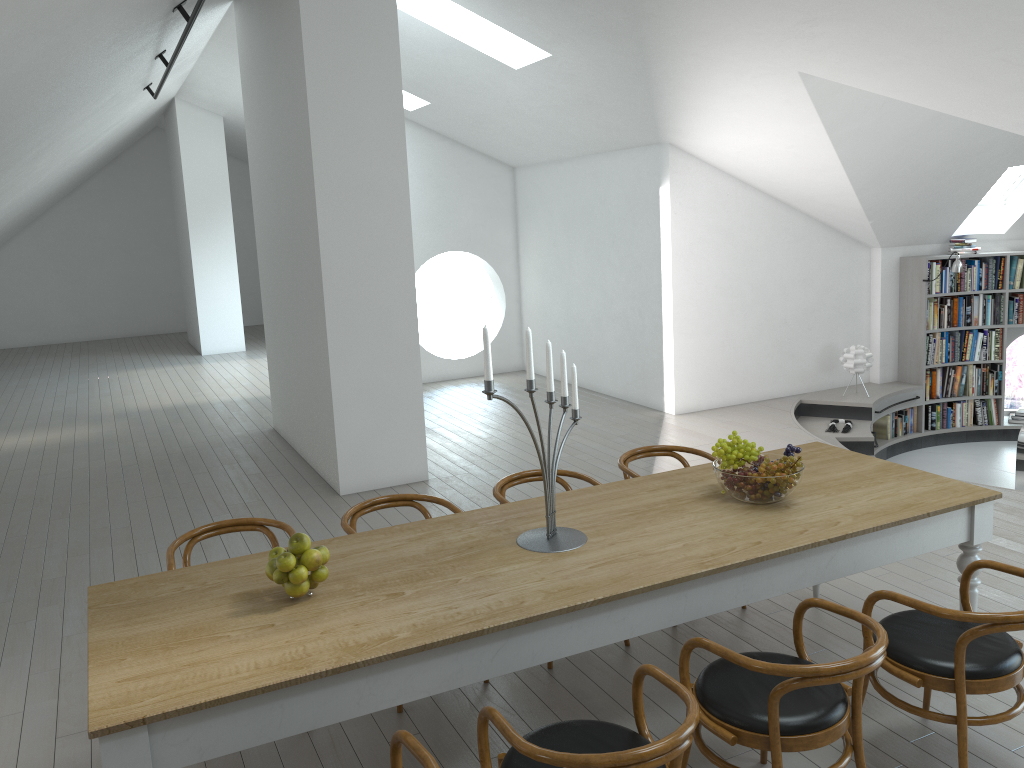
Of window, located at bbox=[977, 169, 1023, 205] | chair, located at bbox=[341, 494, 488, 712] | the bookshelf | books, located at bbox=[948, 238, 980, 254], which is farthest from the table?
window, located at bbox=[977, 169, 1023, 205]

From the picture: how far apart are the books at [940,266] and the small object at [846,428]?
2.0m

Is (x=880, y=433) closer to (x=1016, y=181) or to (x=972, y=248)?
(x=972, y=248)

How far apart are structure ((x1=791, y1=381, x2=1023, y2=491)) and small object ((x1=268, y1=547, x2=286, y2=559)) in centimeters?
629cm

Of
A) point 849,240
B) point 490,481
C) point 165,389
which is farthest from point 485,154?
point 490,481

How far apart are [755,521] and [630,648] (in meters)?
1.08

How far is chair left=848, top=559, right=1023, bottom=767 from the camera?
2.78m

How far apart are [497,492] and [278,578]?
1.54m

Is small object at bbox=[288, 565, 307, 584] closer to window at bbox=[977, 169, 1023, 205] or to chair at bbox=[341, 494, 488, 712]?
chair at bbox=[341, 494, 488, 712]

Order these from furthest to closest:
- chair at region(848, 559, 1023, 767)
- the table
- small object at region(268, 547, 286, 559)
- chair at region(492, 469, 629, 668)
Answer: chair at region(492, 469, 629, 668), small object at region(268, 547, 286, 559), chair at region(848, 559, 1023, 767), the table
